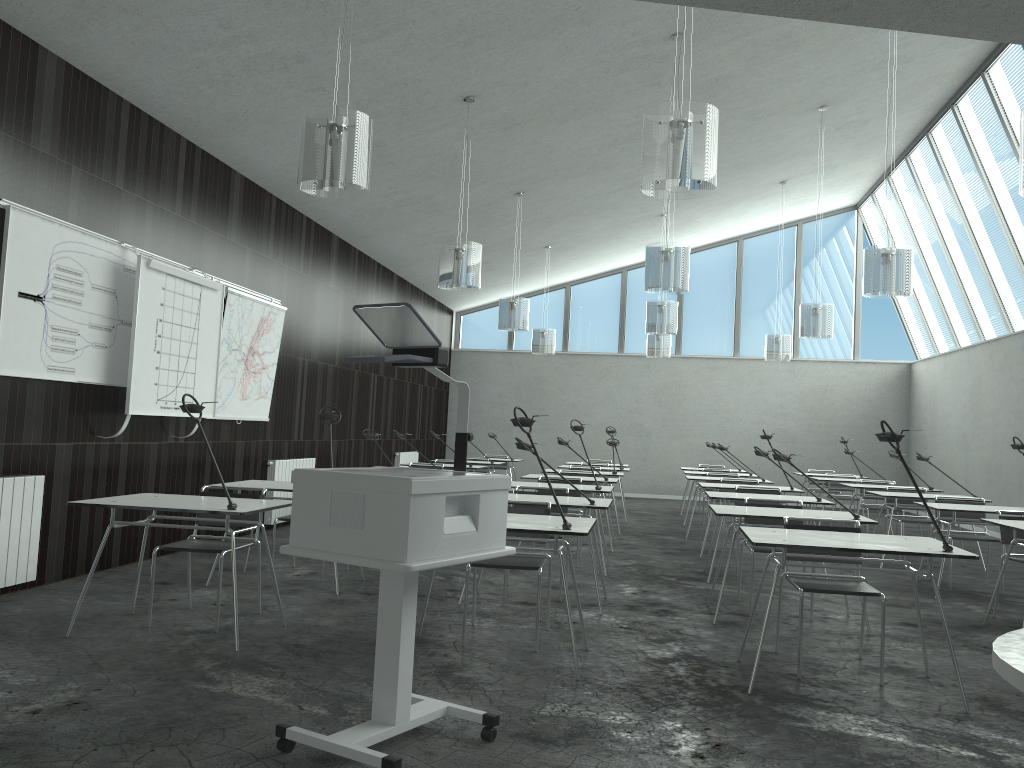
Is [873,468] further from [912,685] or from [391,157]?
[912,685]

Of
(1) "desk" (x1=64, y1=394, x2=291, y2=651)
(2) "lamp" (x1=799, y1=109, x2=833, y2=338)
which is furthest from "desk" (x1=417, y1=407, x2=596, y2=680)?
(2) "lamp" (x1=799, y1=109, x2=833, y2=338)

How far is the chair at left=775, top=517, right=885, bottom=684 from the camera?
4.1 meters

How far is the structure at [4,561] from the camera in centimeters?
504cm

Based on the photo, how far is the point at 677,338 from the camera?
15.92m

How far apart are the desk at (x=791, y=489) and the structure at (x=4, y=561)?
5.5m

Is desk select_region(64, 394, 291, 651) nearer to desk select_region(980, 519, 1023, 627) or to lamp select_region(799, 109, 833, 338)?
desk select_region(980, 519, 1023, 627)

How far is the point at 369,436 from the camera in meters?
7.3 m

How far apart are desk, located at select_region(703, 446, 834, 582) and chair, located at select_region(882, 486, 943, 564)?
2.0 meters

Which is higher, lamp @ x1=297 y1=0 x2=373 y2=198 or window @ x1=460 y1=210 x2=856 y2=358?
window @ x1=460 y1=210 x2=856 y2=358
